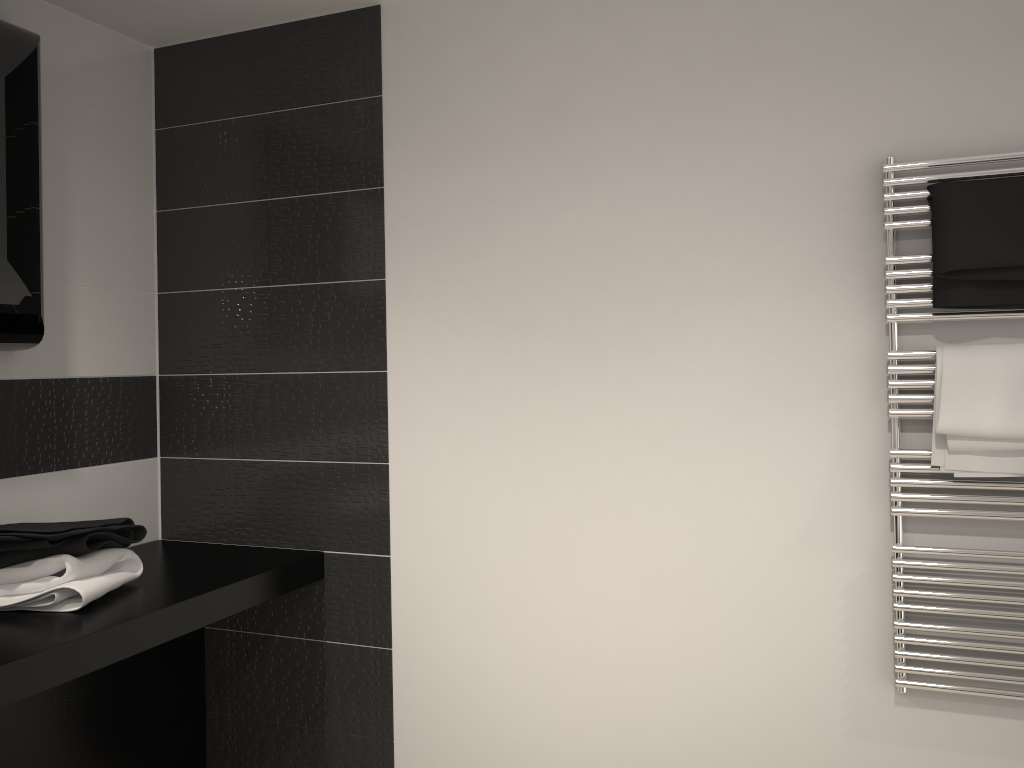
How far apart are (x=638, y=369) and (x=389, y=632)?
1.1 meters

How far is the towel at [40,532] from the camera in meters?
2.2

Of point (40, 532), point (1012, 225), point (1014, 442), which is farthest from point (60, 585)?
point (1012, 225)

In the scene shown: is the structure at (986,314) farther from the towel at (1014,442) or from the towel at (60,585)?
the towel at (60,585)

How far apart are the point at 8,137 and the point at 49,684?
1.33m

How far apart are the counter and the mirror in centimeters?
71cm

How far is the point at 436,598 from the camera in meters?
2.6

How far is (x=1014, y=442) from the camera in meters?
2.0

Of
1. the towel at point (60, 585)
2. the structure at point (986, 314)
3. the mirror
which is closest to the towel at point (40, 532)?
the towel at point (60, 585)

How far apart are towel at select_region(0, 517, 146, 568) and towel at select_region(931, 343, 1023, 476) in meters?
2.0 m
